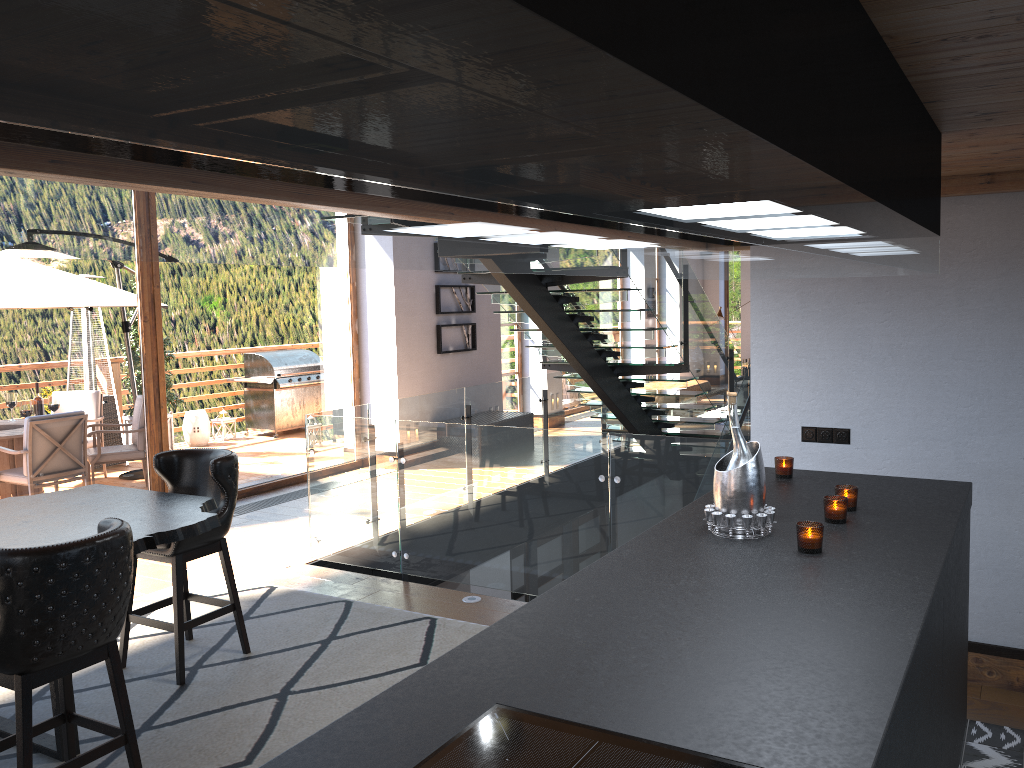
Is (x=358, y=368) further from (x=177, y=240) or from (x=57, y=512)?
(x=177, y=240)

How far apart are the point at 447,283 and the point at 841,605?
8.87m

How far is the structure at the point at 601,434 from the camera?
5.2 meters

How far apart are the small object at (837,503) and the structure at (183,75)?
0.79m

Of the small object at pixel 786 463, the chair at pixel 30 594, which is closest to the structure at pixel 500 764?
the chair at pixel 30 594

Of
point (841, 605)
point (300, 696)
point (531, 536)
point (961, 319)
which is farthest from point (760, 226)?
point (531, 536)

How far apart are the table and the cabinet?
2.06m

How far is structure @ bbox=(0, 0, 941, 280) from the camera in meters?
0.3 m

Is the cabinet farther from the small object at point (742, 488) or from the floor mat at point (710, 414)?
the floor mat at point (710, 414)

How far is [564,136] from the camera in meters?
0.6 m
